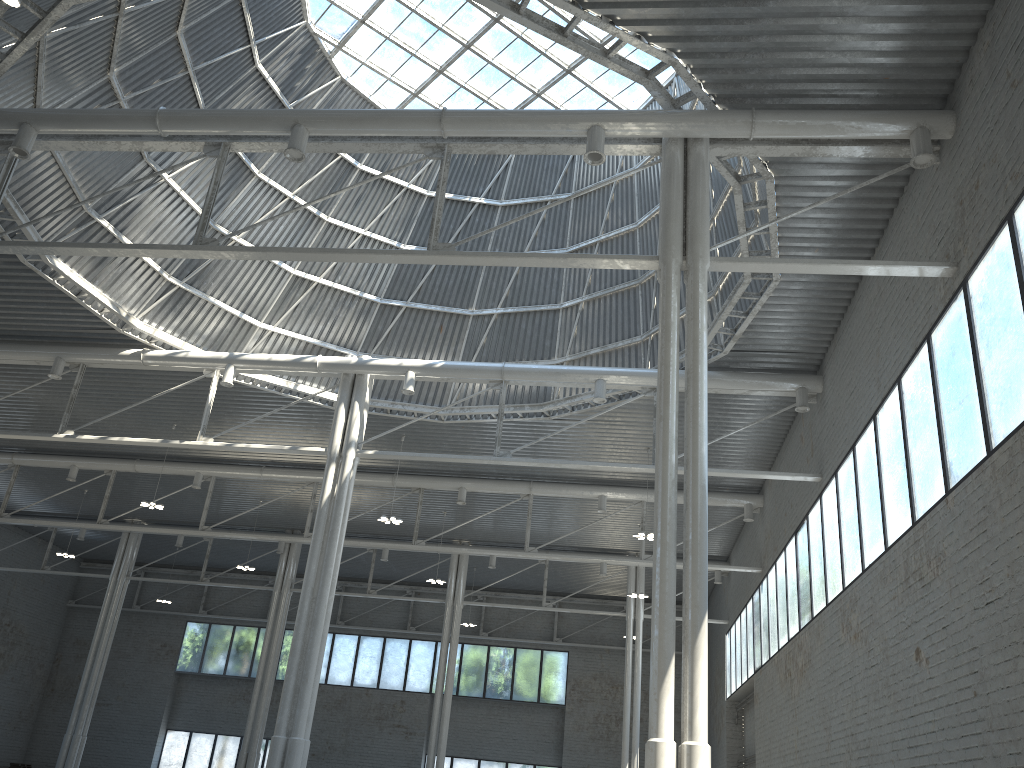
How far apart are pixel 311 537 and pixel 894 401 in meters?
30.3

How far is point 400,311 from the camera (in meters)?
38.01
